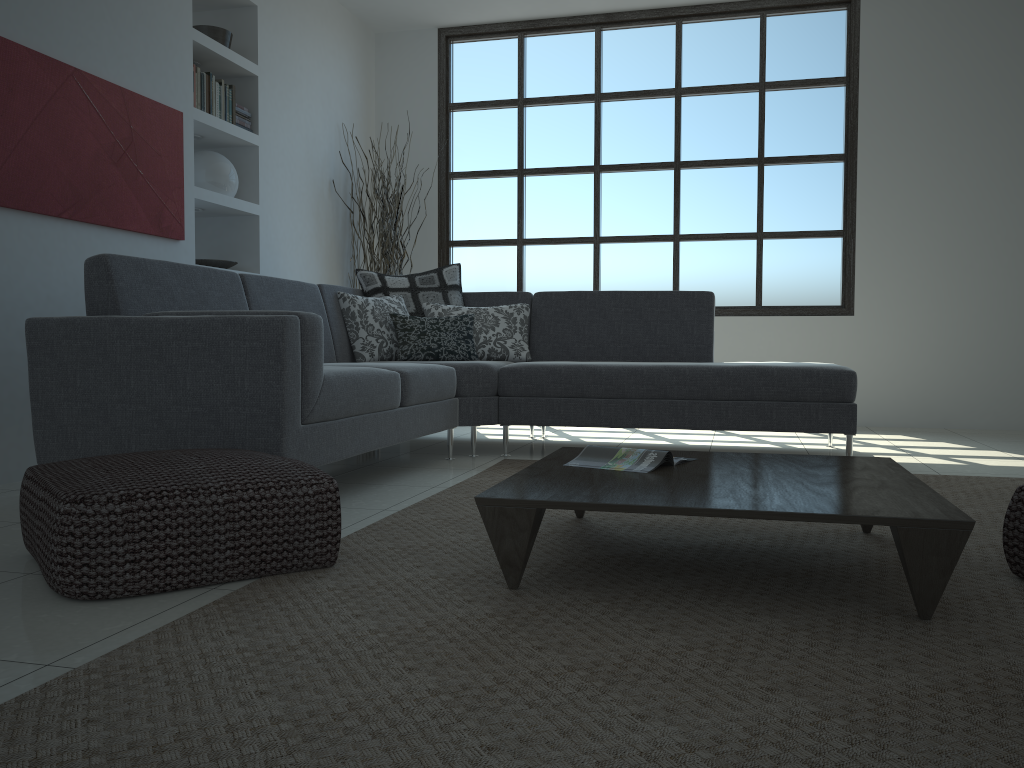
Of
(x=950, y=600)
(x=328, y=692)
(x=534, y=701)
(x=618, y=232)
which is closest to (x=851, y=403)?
(x=950, y=600)

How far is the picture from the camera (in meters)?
3.52

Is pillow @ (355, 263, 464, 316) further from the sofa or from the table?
the table

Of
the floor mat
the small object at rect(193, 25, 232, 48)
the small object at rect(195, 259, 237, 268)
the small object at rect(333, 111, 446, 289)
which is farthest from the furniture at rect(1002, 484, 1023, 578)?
the small object at rect(333, 111, 446, 289)

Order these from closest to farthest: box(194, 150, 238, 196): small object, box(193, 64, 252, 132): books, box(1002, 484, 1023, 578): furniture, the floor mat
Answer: the floor mat < box(1002, 484, 1023, 578): furniture < box(193, 64, 252, 132): books < box(194, 150, 238, 196): small object

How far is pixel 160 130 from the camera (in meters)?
4.38

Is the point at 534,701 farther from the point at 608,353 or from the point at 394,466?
the point at 608,353

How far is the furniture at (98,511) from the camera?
1.90m

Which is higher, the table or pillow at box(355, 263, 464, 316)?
pillow at box(355, 263, 464, 316)

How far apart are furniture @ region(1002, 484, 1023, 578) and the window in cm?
430
